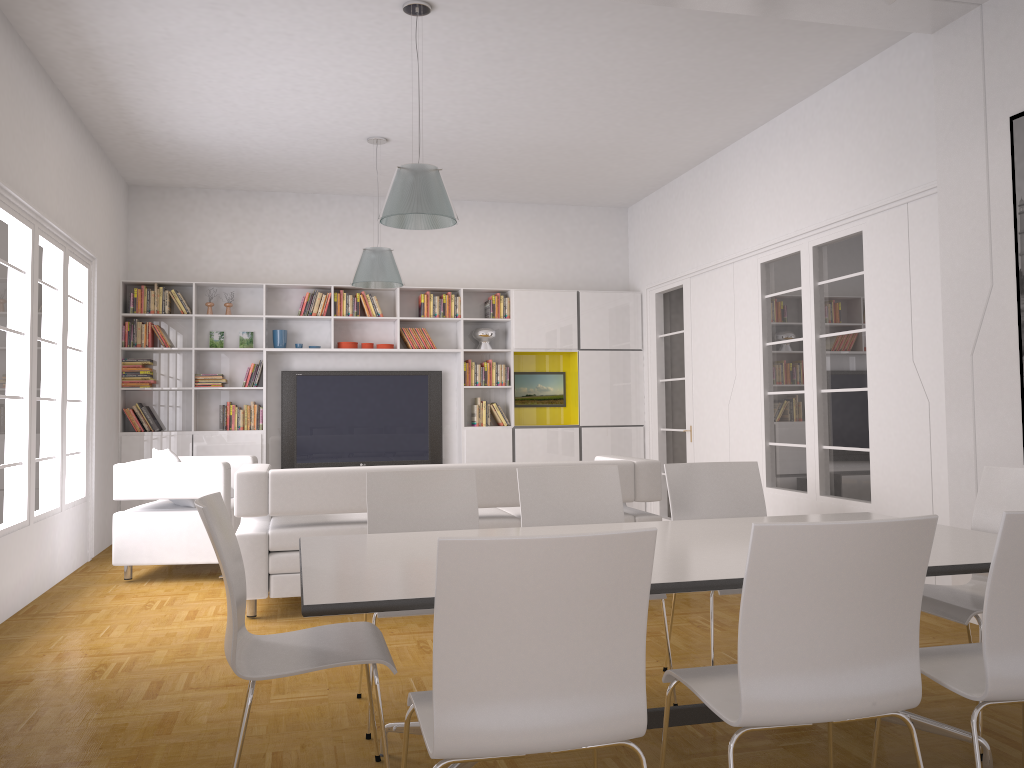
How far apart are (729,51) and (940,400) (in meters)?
2.57

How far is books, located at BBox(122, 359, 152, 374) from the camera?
8.57m

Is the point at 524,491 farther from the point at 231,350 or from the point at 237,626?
the point at 231,350

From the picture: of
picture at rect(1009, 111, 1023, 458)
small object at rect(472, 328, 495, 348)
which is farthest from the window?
picture at rect(1009, 111, 1023, 458)

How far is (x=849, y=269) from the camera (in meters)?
6.21

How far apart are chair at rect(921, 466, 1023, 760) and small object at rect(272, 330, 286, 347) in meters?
6.9

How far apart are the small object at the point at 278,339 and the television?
0.32m

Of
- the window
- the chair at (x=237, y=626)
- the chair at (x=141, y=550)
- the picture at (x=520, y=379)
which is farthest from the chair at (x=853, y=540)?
the picture at (x=520, y=379)

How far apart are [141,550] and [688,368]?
5.1m

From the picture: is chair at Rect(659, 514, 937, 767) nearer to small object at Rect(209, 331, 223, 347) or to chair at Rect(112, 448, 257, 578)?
chair at Rect(112, 448, 257, 578)
